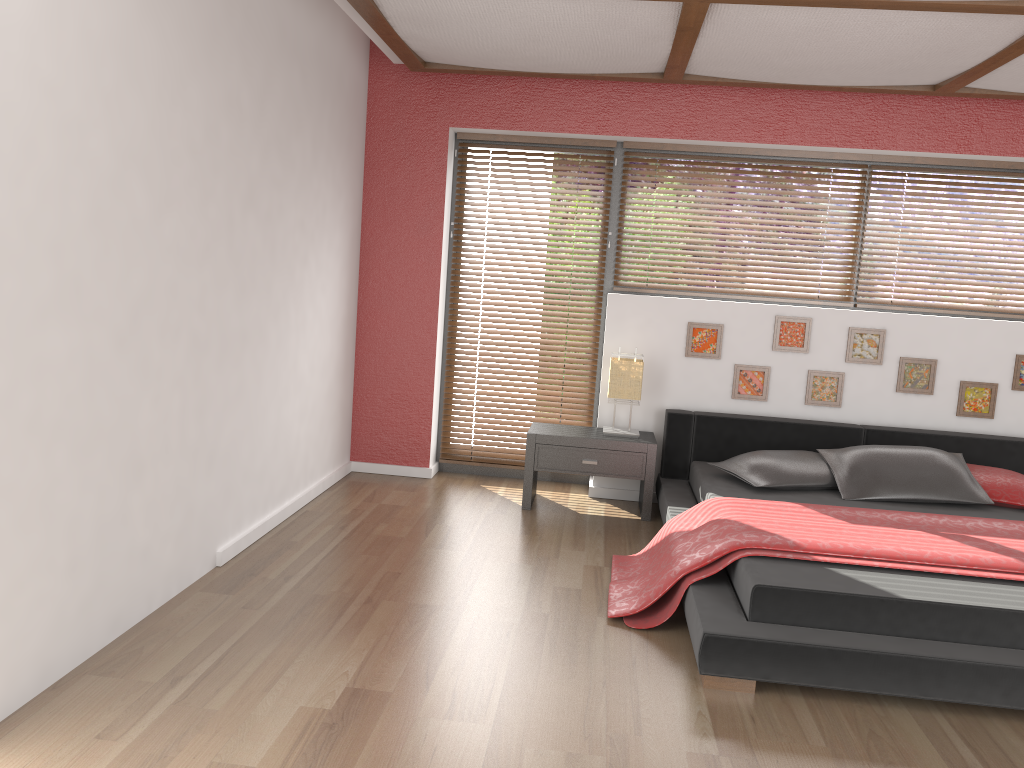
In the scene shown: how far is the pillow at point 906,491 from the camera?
4.2 meters

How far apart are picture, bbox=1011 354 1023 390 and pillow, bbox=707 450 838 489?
1.3 meters

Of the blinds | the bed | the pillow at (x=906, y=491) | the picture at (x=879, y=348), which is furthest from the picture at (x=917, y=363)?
the blinds

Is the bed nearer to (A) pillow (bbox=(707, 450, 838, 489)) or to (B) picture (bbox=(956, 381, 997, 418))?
(A) pillow (bbox=(707, 450, 838, 489))

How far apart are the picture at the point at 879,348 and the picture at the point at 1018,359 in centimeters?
74cm

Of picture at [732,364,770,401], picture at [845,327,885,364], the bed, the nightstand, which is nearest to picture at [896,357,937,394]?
picture at [845,327,885,364]

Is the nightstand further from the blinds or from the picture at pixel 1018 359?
the picture at pixel 1018 359

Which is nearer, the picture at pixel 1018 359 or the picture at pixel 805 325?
the picture at pixel 1018 359

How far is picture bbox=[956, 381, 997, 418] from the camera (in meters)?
4.94

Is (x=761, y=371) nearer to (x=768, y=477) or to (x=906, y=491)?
(x=768, y=477)
